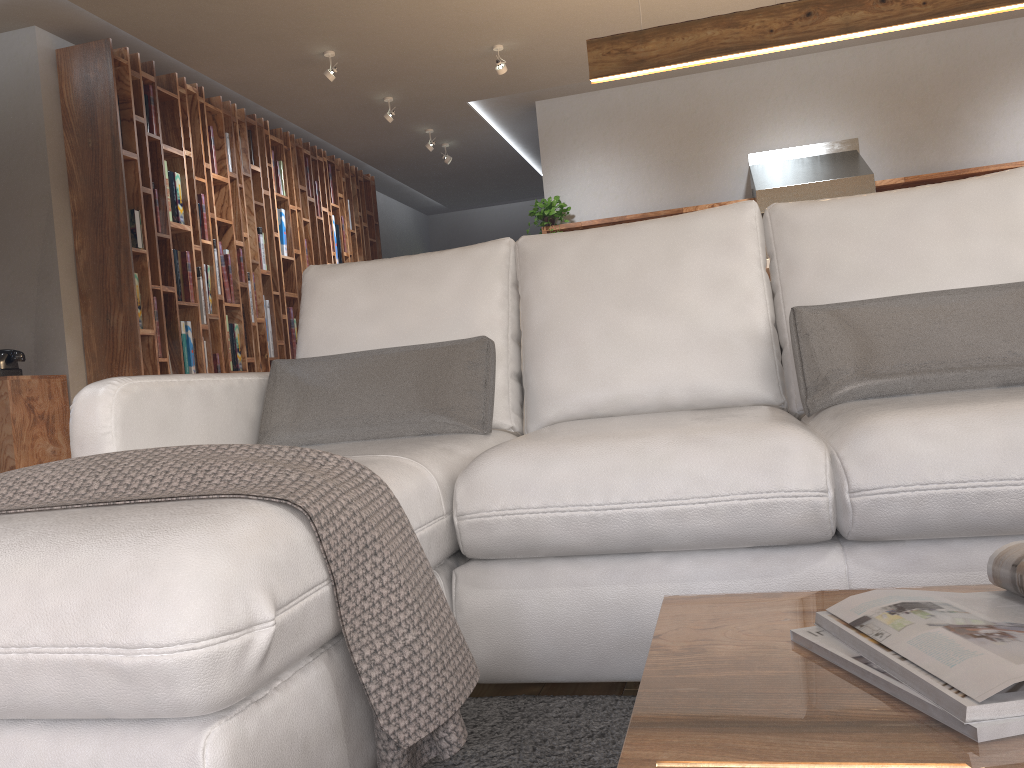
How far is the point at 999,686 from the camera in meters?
0.6 m

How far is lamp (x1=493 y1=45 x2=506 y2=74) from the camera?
5.73m

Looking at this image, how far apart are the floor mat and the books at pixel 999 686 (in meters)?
0.55

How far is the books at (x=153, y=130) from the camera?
5.34m

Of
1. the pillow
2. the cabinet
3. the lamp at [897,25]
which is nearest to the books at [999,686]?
the pillow

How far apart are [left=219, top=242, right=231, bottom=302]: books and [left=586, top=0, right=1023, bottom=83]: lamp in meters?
2.9 m

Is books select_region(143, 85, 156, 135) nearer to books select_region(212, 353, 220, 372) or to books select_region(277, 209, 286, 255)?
books select_region(212, 353, 220, 372)

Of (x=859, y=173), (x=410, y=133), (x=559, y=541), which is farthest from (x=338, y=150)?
(x=559, y=541)

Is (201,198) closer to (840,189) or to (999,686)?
(840,189)

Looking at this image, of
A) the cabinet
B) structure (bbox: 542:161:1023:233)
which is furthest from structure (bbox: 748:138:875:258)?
the cabinet
